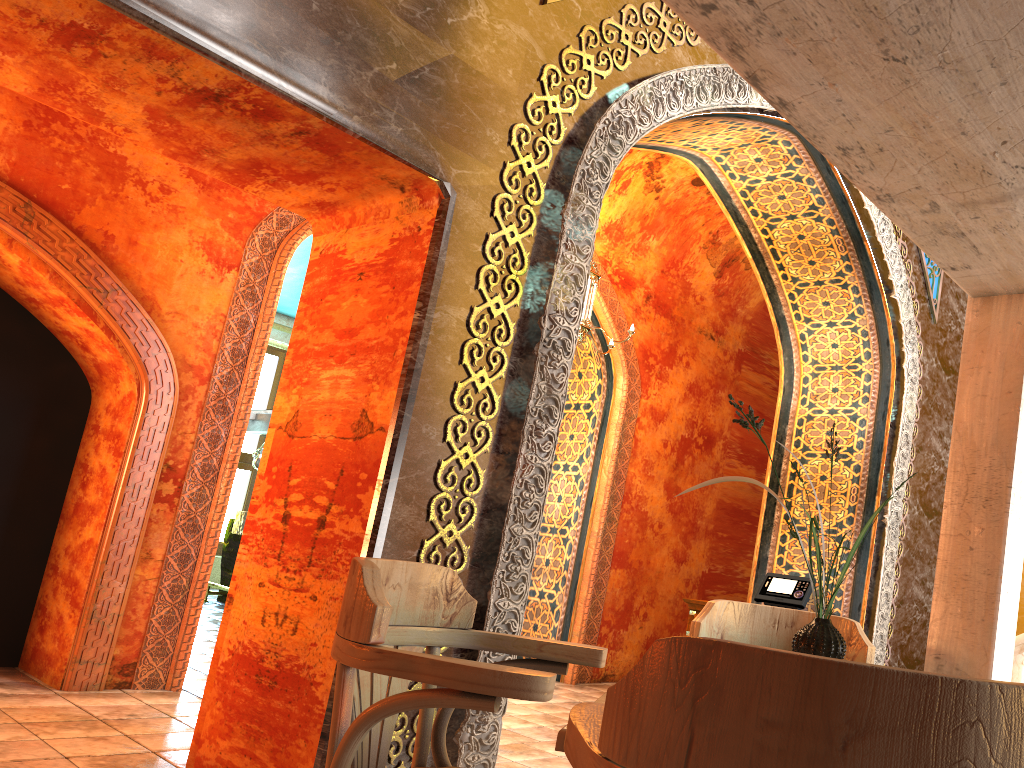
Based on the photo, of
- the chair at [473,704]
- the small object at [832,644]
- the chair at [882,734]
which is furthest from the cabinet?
the chair at [882,734]

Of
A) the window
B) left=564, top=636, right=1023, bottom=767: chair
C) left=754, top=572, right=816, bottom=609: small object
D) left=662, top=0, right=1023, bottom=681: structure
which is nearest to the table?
left=564, top=636, right=1023, bottom=767: chair

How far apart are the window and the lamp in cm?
906

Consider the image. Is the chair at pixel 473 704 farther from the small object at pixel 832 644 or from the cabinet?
the cabinet

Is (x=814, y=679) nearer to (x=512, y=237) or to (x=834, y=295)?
(x=512, y=237)

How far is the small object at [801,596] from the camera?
6.6m

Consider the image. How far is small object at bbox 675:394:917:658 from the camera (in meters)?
1.79

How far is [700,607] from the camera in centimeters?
698cm

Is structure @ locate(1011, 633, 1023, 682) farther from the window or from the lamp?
the window

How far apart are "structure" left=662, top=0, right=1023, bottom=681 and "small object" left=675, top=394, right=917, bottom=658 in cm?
83
